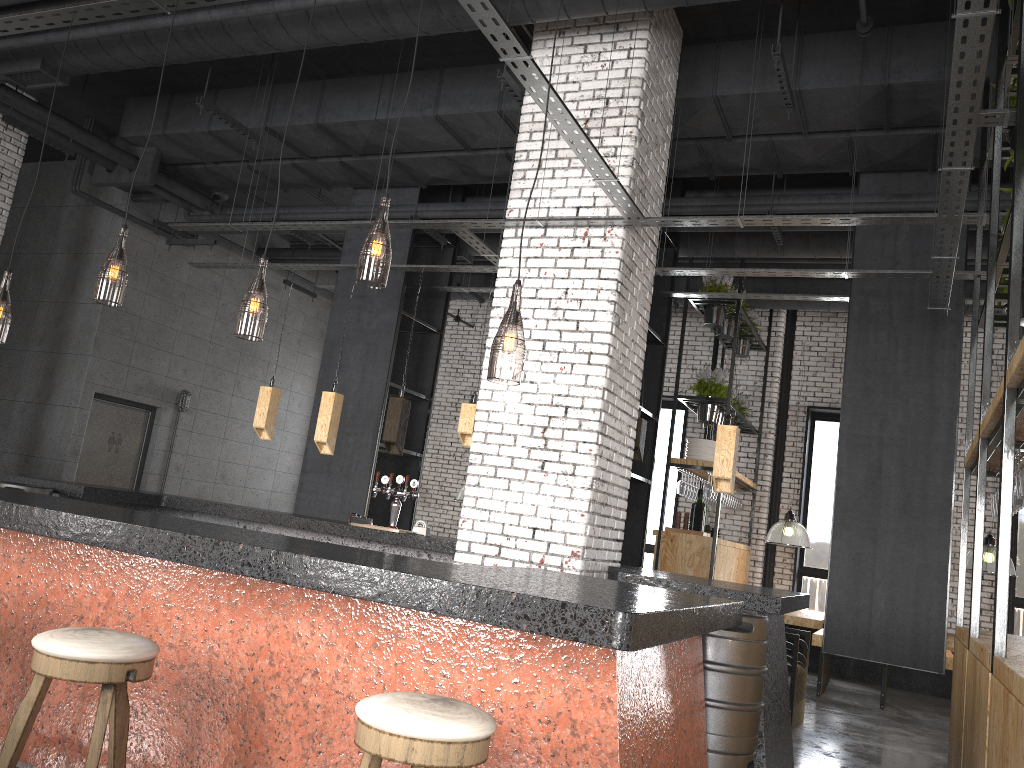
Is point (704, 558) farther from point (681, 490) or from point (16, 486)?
point (16, 486)

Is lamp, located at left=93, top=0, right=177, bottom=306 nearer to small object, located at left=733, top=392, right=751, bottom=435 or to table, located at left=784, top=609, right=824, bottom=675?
table, located at left=784, top=609, right=824, bottom=675

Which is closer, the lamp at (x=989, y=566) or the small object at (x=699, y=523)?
the lamp at (x=989, y=566)

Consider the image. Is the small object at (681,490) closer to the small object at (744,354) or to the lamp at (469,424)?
the small object at (744,354)

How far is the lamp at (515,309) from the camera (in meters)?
5.18

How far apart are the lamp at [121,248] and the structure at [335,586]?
1.3 meters

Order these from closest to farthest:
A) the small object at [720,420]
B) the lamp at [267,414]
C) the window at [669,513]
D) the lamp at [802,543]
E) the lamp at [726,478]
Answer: the lamp at [726,478]
the lamp at [267,414]
the lamp at [802,543]
the small object at [720,420]
the window at [669,513]

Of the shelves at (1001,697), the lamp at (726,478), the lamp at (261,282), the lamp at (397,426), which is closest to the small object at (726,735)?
the shelves at (1001,697)

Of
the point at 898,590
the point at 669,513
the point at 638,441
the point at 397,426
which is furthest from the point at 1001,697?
the point at 669,513

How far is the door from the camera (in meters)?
10.66
